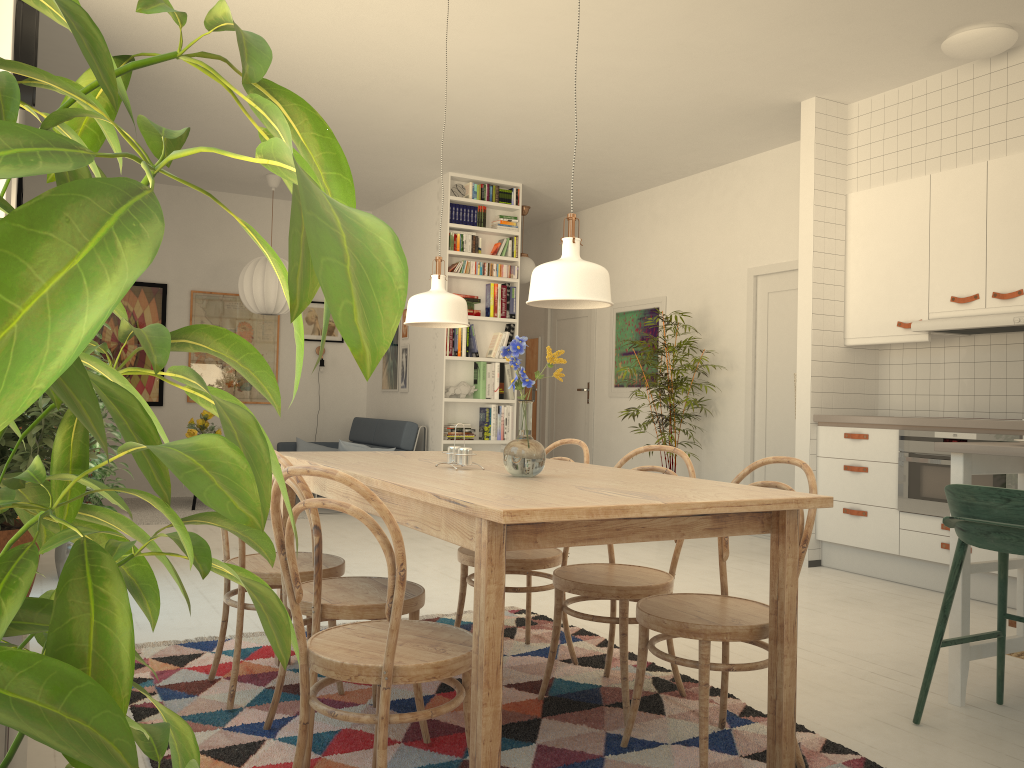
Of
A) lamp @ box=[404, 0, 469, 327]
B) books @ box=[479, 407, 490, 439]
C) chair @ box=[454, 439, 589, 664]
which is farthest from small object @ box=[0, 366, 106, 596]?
books @ box=[479, 407, 490, 439]

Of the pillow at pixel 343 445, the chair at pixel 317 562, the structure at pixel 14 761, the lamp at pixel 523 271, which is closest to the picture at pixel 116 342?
the pillow at pixel 343 445

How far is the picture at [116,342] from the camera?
8.00m

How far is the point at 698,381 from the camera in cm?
727

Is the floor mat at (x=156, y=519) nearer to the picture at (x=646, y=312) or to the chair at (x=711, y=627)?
the picture at (x=646, y=312)

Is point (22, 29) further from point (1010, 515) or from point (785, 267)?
point (785, 267)

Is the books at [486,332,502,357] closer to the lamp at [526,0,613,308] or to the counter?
the counter

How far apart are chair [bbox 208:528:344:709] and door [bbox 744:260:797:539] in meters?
4.3

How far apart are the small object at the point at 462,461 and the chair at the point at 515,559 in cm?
54

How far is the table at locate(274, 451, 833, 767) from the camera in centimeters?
177cm
